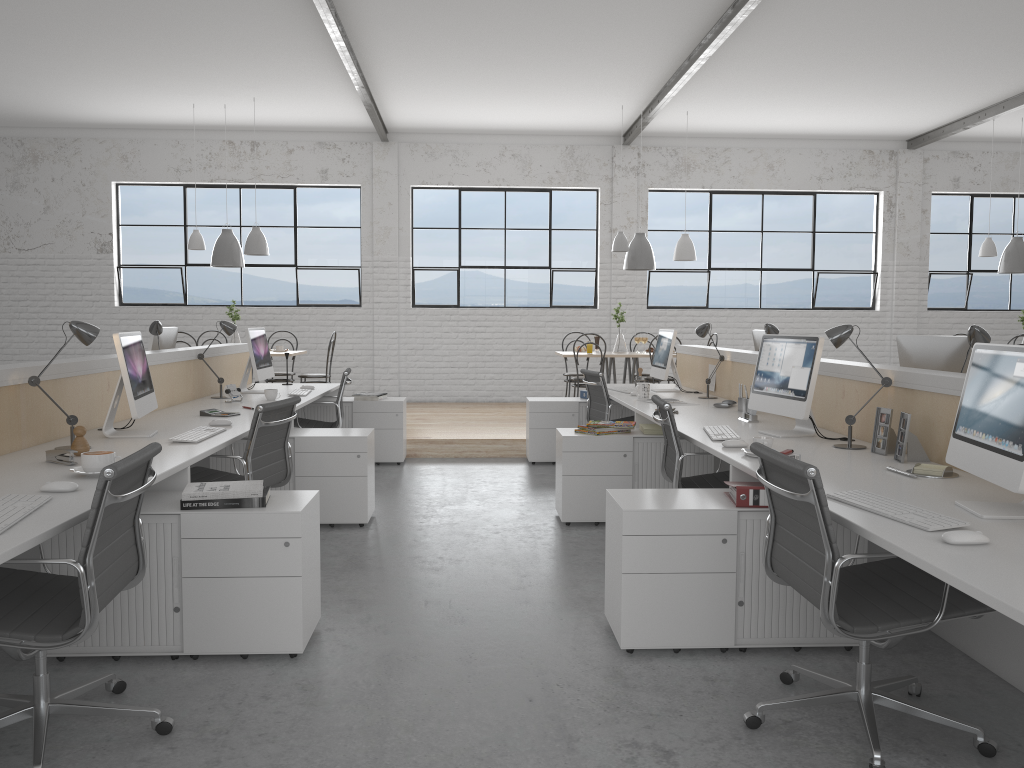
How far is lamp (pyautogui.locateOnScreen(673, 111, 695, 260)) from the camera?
7.2m

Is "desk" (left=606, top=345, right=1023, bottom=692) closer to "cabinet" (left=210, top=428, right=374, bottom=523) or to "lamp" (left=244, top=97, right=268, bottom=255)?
"cabinet" (left=210, top=428, right=374, bottom=523)

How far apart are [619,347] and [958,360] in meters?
4.1

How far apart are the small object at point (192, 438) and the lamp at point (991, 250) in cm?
664

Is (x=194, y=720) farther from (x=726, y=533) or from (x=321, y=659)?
(x=726, y=533)

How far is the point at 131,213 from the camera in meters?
8.3

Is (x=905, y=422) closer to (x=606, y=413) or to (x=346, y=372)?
(x=606, y=413)

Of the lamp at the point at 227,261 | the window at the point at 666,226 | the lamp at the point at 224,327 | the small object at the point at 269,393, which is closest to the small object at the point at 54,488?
the small object at the point at 269,393

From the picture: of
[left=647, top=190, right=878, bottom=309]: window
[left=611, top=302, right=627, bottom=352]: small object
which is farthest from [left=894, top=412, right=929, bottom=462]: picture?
[left=647, top=190, right=878, bottom=309]: window

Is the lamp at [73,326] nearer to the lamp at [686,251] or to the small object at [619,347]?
the small object at [619,347]
